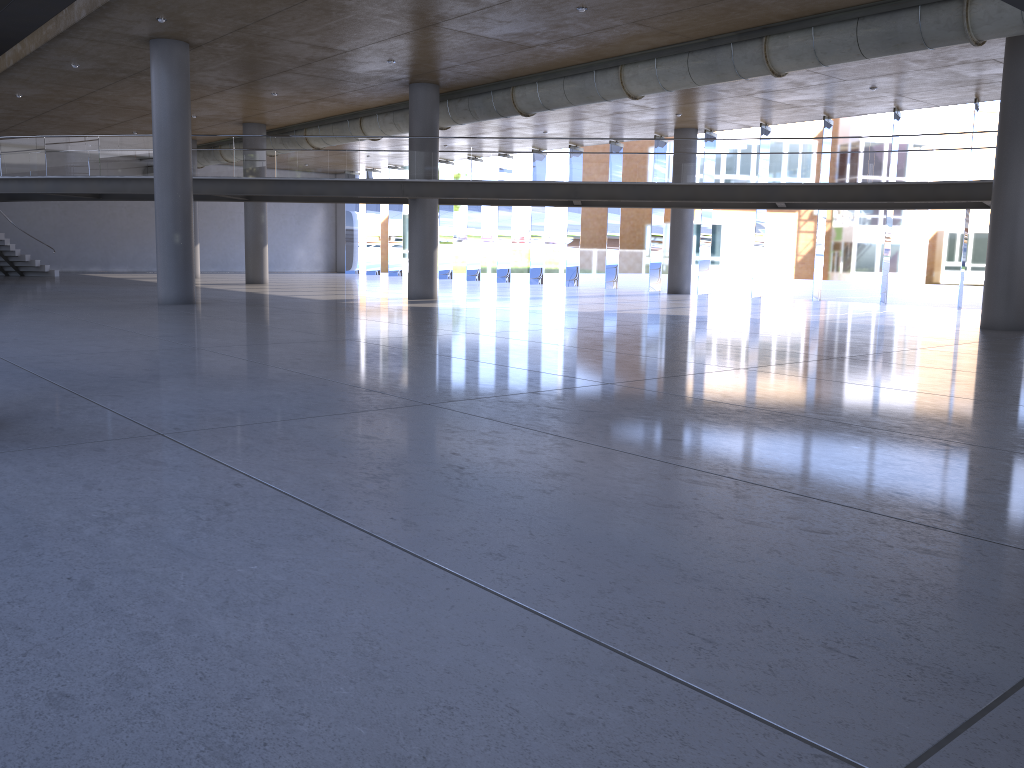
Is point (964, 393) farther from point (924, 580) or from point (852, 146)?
point (852, 146)
